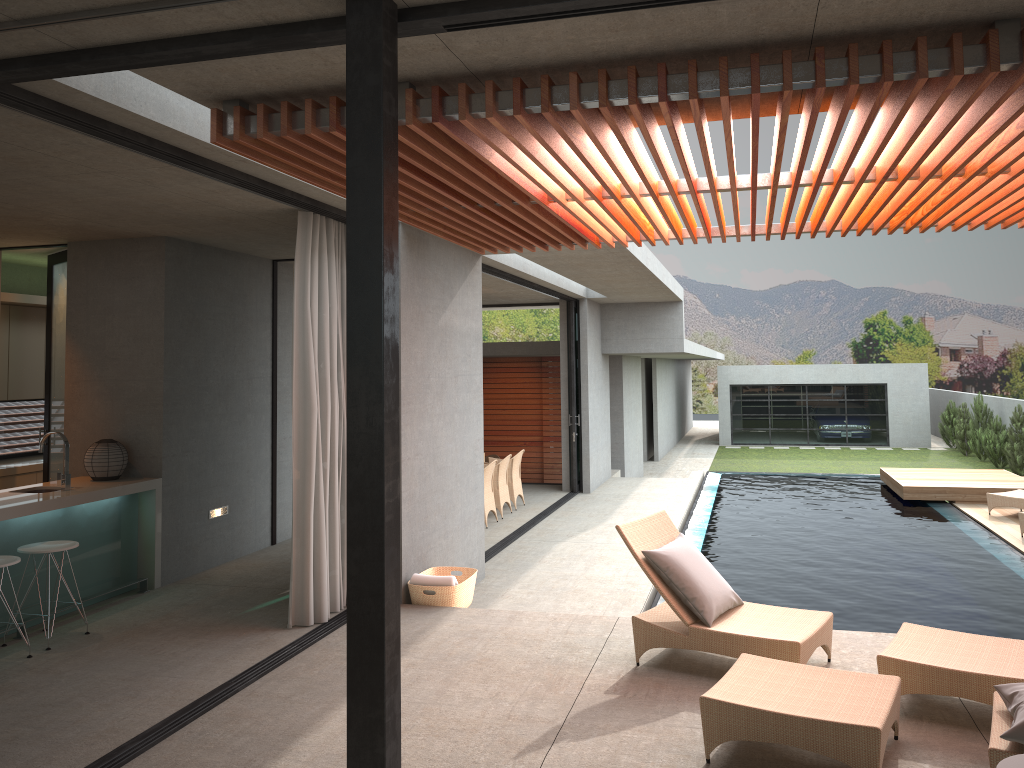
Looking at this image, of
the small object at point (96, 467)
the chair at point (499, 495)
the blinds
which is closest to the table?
the blinds

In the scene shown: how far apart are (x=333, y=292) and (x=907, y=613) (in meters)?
5.52

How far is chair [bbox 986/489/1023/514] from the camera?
11.9 meters

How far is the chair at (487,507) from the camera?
11.8m

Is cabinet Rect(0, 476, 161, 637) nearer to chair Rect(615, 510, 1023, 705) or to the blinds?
the blinds

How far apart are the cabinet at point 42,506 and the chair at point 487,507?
Answer: 5.03m

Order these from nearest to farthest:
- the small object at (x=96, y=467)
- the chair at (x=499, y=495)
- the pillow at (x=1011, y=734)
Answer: the pillow at (x=1011, y=734) < the small object at (x=96, y=467) < the chair at (x=499, y=495)

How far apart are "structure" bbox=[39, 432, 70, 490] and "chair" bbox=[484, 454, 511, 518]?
6.5 meters

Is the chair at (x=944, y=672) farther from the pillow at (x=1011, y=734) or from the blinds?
the blinds

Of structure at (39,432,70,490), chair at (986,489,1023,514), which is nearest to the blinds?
structure at (39,432,70,490)
